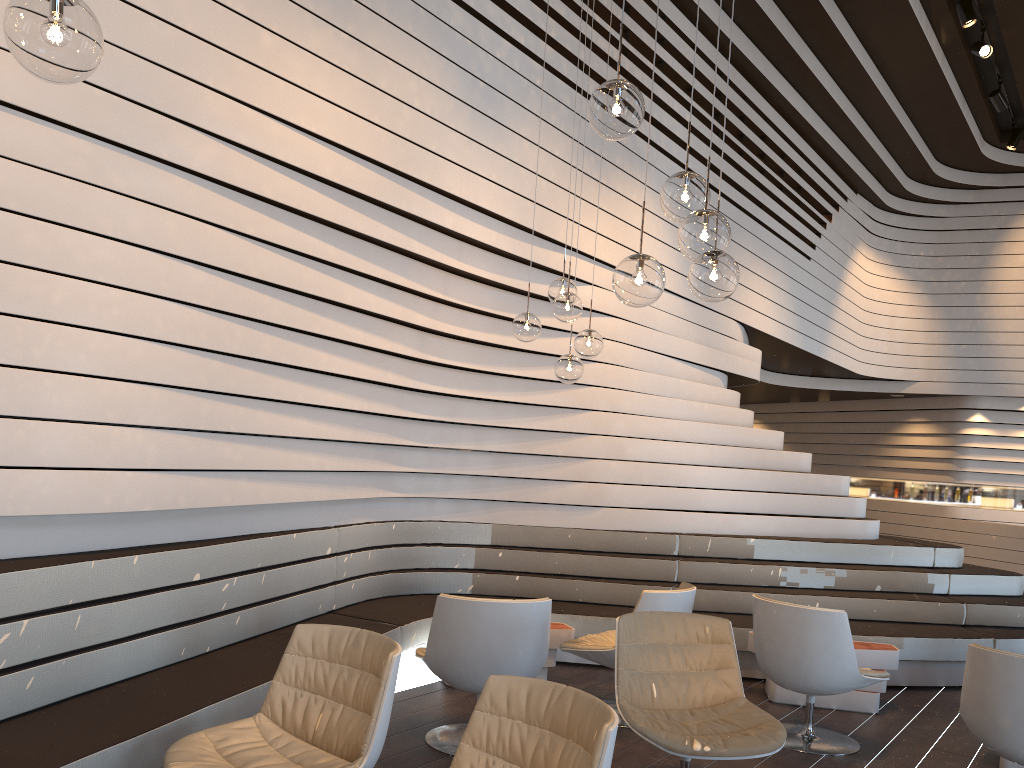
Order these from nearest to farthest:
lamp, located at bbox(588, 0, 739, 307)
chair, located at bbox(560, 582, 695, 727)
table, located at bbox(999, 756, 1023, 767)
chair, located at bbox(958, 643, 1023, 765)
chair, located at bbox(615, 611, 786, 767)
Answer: lamp, located at bbox(588, 0, 739, 307) < chair, located at bbox(615, 611, 786, 767) < chair, located at bbox(958, 643, 1023, 765) < table, located at bbox(999, 756, 1023, 767) < chair, located at bbox(560, 582, 695, 727)

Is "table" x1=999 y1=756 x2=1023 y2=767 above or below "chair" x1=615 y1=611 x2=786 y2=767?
below

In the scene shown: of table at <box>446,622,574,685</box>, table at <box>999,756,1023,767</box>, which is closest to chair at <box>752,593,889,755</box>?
table at <box>999,756,1023,767</box>

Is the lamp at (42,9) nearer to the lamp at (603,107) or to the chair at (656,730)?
the lamp at (603,107)

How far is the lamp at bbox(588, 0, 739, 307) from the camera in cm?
264

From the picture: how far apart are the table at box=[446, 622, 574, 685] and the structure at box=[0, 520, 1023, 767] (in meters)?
0.43

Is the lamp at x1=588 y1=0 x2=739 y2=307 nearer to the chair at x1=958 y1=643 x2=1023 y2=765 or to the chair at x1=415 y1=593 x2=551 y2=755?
the chair at x1=415 y1=593 x2=551 y2=755

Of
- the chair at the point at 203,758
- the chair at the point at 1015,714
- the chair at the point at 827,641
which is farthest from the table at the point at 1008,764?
the chair at the point at 203,758

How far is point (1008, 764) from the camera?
4.3m

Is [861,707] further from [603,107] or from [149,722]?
[603,107]
